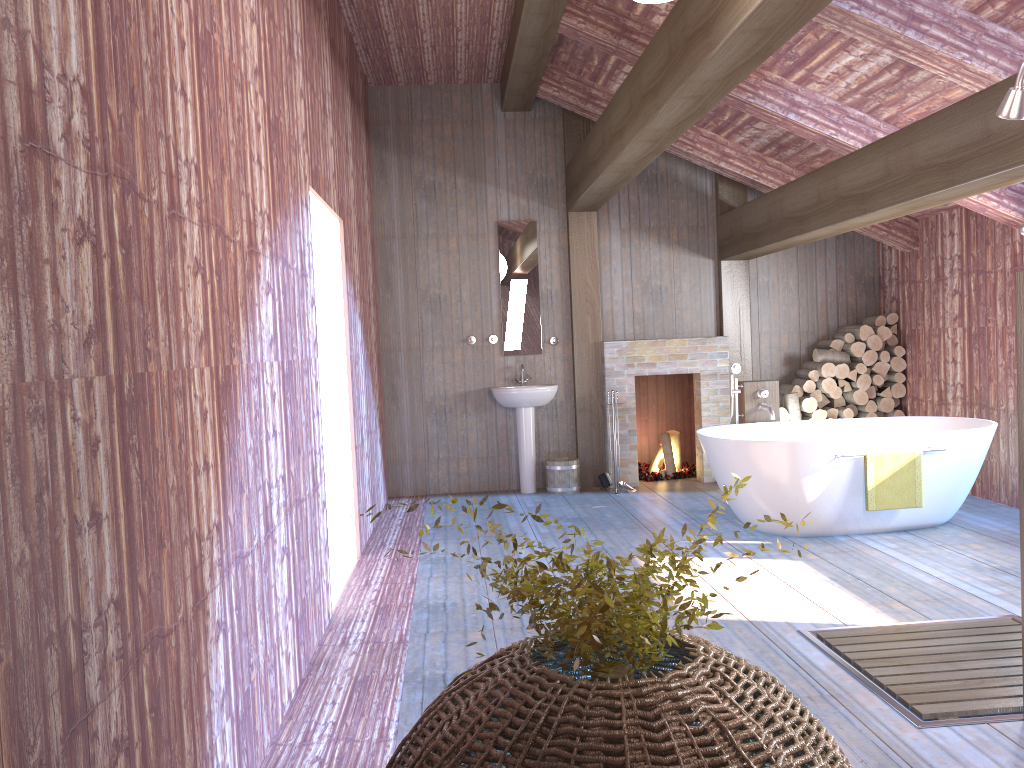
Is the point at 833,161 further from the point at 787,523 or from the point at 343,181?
the point at 787,523

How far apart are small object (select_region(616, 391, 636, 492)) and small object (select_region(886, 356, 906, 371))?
2.53m

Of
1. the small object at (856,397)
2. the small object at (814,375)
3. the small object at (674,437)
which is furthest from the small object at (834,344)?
the small object at (674,437)

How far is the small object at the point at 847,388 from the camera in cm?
779

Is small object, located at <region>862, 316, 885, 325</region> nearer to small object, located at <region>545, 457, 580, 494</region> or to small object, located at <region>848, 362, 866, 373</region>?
small object, located at <region>848, 362, 866, 373</region>

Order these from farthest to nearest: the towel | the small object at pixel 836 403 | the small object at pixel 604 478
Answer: the small object at pixel 836 403 → the small object at pixel 604 478 → the towel

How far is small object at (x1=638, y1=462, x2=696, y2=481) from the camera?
8.2m

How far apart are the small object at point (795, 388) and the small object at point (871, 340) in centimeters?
70cm

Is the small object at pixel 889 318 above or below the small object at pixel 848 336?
above

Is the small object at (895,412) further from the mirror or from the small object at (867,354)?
the mirror
